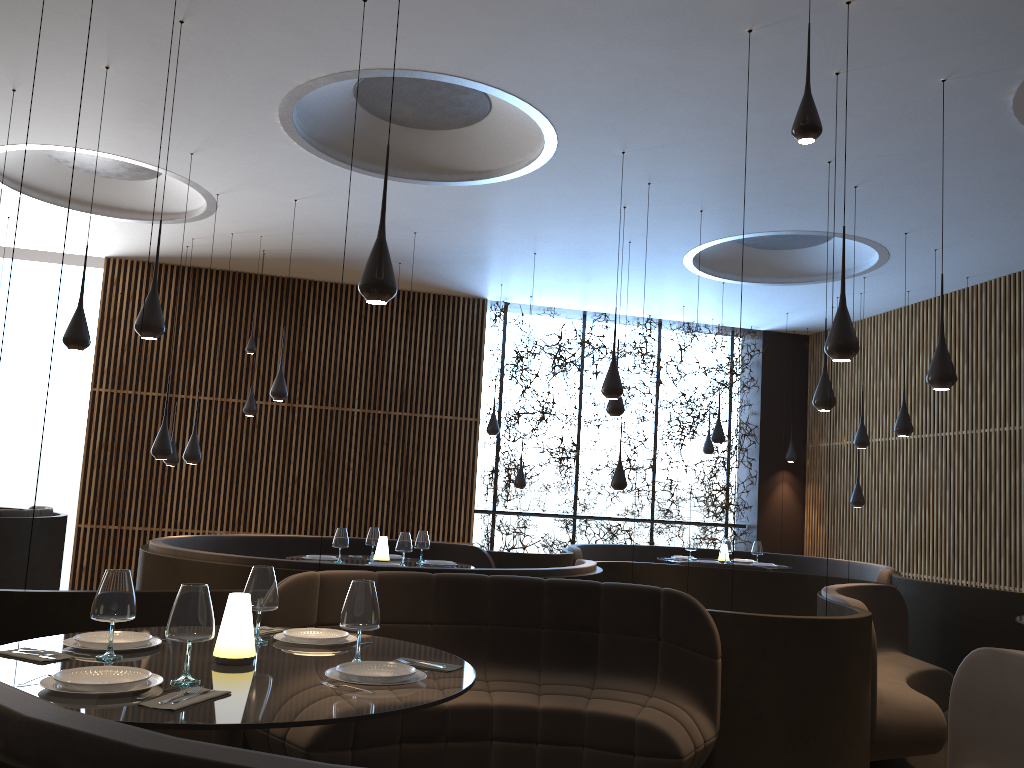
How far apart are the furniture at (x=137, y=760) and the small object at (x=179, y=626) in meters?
0.7 m

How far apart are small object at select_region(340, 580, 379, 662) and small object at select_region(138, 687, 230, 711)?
0.6 meters

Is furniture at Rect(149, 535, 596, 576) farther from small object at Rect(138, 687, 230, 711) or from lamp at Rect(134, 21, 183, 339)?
small object at Rect(138, 687, 230, 711)

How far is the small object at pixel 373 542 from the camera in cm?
819

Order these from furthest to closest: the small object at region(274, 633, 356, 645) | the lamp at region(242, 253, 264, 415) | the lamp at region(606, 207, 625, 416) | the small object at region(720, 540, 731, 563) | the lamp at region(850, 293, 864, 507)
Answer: the lamp at region(850, 293, 864, 507) < the lamp at region(242, 253, 264, 415) < the small object at region(720, 540, 731, 563) < the lamp at region(606, 207, 625, 416) < the small object at region(274, 633, 356, 645)

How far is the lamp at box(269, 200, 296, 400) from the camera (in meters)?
9.44

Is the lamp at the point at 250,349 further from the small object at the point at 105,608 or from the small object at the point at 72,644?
the small object at the point at 105,608

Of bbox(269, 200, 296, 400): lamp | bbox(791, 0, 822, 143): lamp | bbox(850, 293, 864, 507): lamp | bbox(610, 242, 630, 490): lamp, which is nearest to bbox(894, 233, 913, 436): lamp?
bbox(850, 293, 864, 507): lamp

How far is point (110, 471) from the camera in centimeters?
1253cm

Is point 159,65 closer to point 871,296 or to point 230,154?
point 230,154
